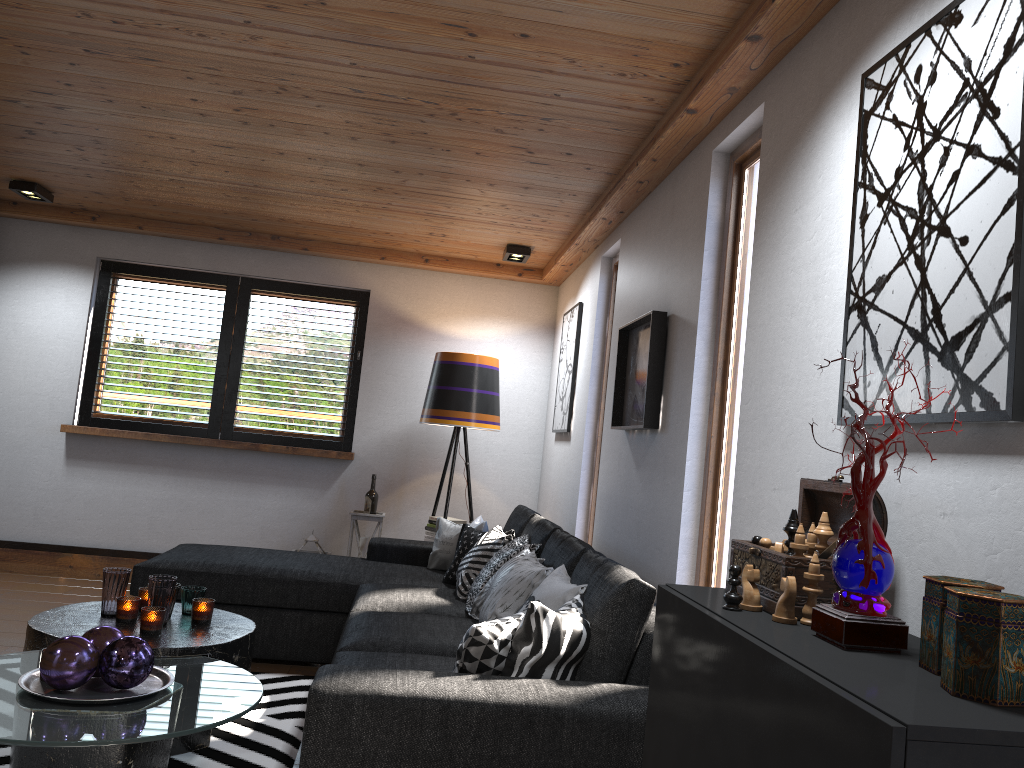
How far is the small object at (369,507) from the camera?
5.8m

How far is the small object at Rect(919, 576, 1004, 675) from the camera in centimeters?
125cm

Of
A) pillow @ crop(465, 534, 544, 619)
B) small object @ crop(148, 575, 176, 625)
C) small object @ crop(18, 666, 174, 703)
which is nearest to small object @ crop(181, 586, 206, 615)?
small object @ crop(148, 575, 176, 625)

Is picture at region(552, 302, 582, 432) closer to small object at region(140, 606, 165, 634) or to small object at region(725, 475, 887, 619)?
small object at region(140, 606, 165, 634)

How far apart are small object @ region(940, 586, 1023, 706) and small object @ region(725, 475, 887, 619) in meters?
0.4

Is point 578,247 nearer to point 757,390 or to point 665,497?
point 665,497

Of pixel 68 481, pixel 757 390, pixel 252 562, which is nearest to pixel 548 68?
pixel 757 390

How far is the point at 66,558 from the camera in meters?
5.8

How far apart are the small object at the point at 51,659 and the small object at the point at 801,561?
1.6 meters

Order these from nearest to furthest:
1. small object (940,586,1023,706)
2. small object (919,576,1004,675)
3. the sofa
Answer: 1. small object (940,586,1023,706)
2. small object (919,576,1004,675)
3. the sofa
